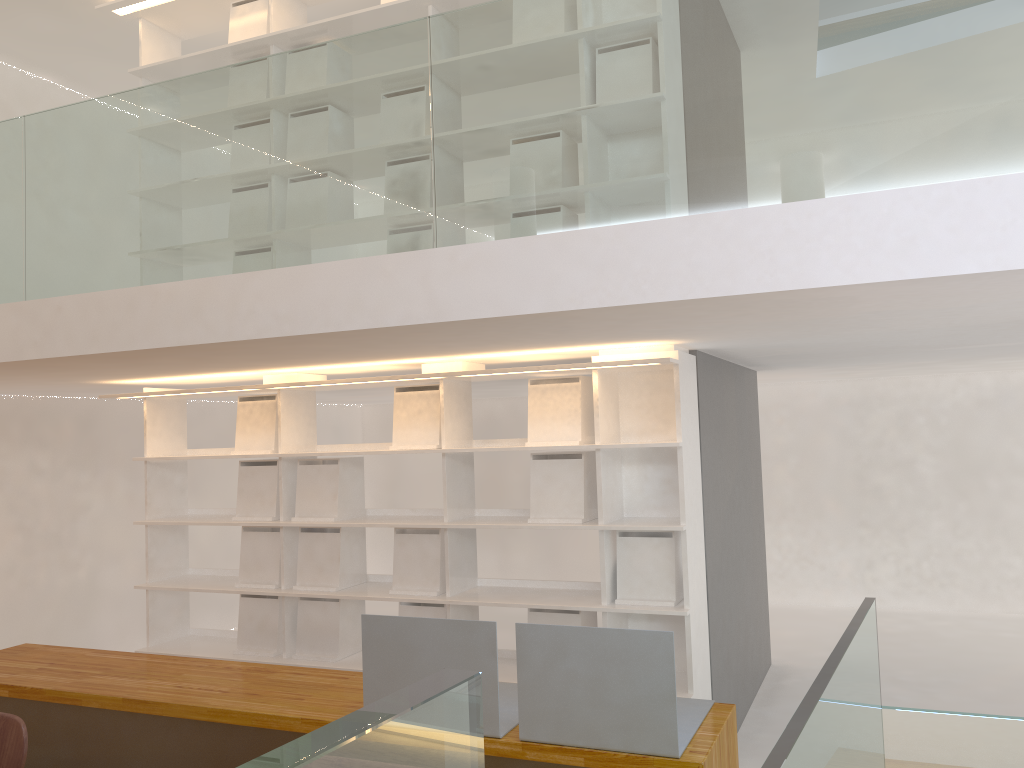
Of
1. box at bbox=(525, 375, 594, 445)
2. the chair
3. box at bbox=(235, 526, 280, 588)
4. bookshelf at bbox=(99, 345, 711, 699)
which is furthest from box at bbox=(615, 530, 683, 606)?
the chair

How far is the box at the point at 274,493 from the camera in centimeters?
439cm

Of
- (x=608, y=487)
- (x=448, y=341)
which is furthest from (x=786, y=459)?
(x=448, y=341)

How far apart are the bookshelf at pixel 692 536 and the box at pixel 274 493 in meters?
0.1

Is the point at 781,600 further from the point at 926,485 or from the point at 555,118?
the point at 555,118

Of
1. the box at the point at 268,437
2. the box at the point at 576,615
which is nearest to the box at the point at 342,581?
the box at the point at 268,437

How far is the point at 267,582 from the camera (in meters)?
4.37

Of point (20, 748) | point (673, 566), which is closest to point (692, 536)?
point (673, 566)

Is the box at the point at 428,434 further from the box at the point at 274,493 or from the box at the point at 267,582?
the box at the point at 267,582

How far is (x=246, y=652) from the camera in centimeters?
437cm
